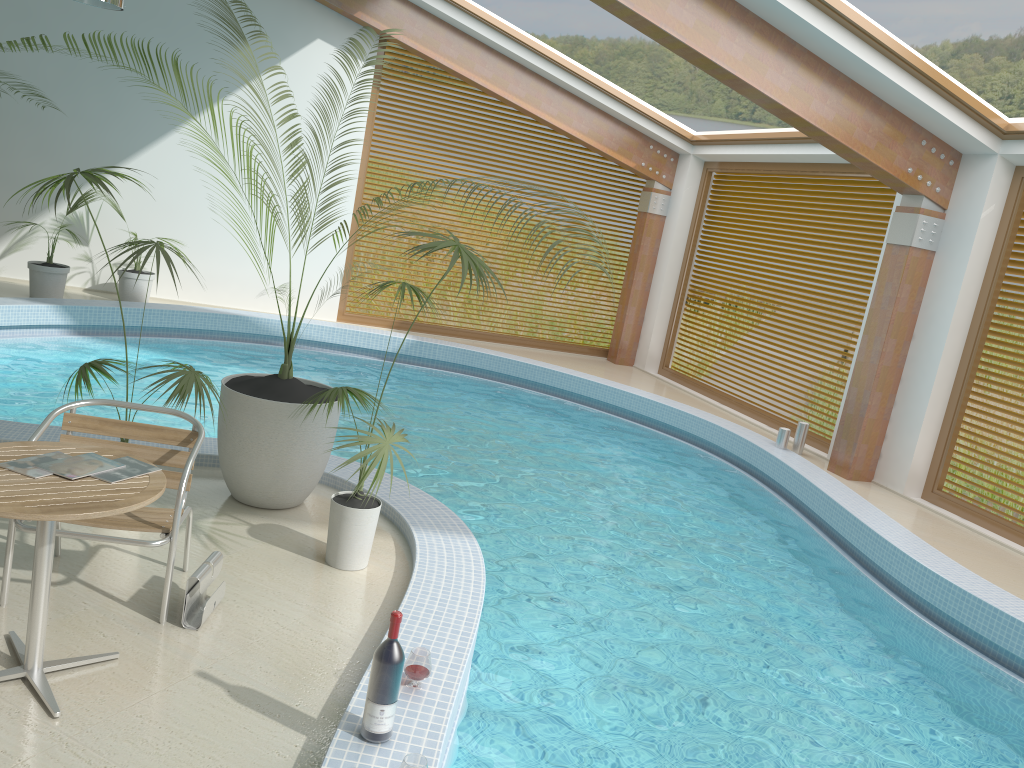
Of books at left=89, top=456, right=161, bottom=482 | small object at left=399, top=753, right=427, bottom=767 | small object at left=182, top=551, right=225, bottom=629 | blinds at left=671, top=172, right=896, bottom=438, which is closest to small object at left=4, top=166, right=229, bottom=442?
small object at left=182, top=551, right=225, bottom=629

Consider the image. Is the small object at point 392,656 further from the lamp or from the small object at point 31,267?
the small object at point 31,267

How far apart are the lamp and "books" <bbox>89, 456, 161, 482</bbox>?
6.02m

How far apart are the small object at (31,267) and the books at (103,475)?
7.4 meters

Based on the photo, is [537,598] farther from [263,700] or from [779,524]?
[779,524]

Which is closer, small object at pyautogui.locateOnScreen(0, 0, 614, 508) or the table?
the table

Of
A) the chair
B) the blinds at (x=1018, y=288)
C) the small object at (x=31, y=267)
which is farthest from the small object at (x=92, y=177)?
the blinds at (x=1018, y=288)

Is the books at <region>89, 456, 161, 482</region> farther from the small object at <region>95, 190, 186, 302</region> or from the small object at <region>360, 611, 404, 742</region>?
the small object at <region>95, 190, 186, 302</region>

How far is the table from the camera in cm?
262

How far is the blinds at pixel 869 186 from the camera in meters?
9.6
